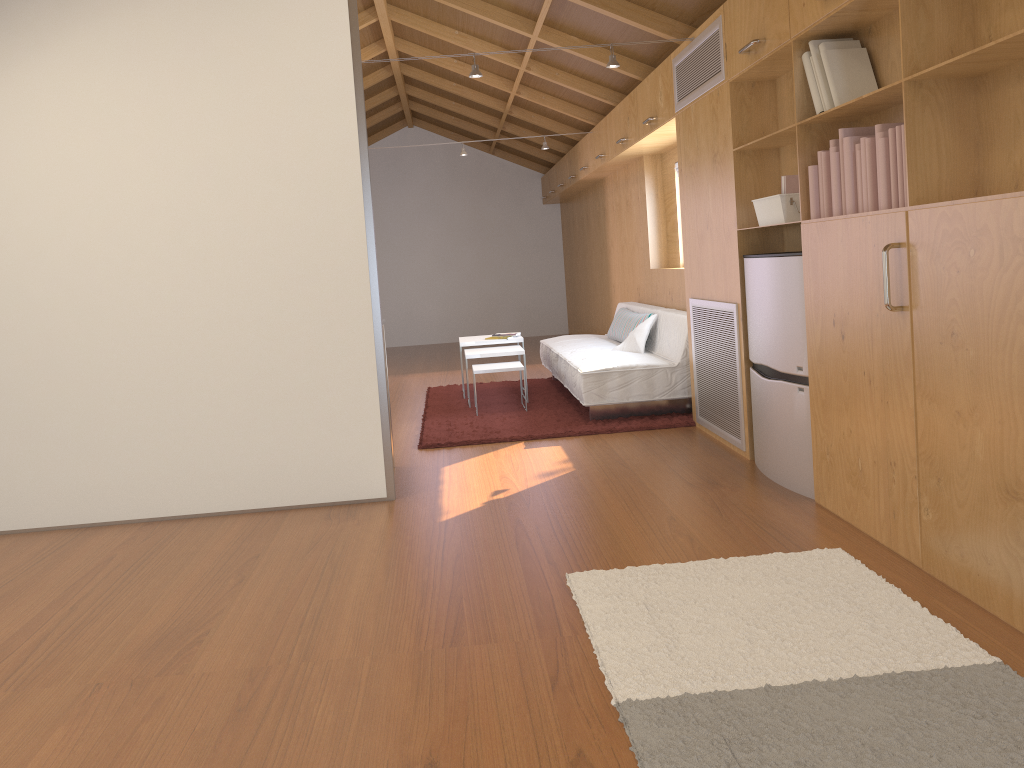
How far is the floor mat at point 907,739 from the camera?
1.8 meters

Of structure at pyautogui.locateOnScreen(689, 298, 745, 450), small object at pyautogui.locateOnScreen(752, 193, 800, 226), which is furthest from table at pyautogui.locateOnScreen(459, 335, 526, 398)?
small object at pyautogui.locateOnScreen(752, 193, 800, 226)

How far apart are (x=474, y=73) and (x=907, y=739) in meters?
3.6

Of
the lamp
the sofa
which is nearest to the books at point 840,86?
the lamp

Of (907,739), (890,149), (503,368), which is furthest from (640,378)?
(907,739)

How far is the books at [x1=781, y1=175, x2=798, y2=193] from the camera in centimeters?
360cm

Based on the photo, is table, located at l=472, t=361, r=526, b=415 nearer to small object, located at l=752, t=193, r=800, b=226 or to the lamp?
the lamp

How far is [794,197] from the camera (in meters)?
3.61

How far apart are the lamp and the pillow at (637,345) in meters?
2.0 m

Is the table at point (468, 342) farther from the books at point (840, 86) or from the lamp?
the books at point (840, 86)
